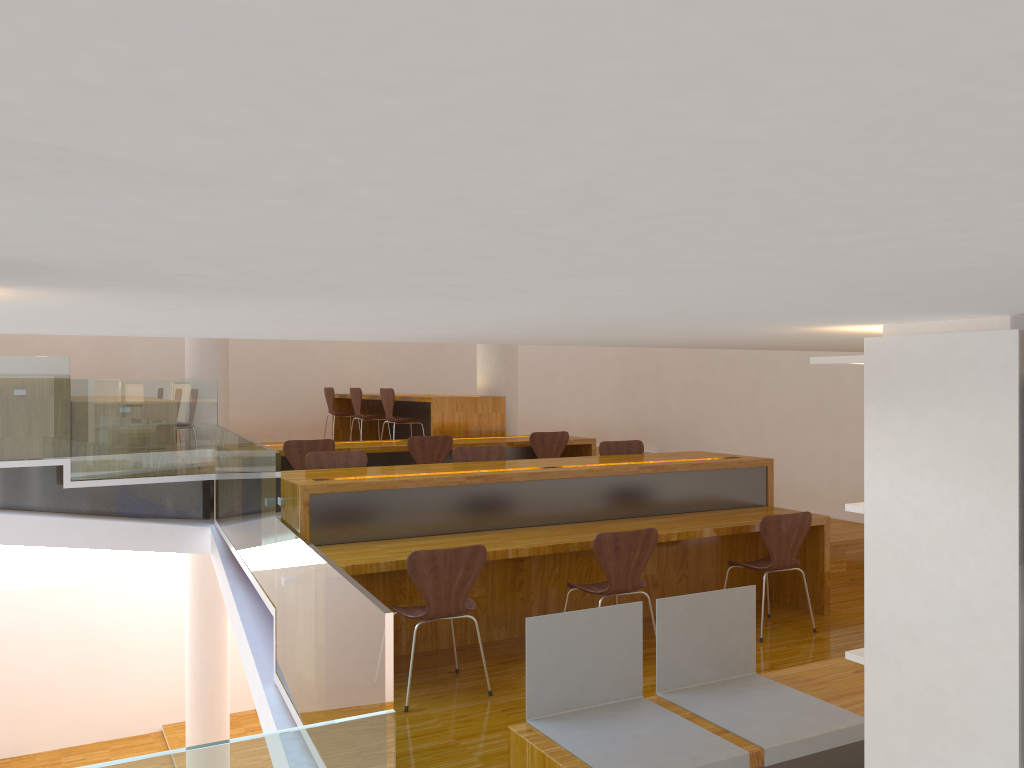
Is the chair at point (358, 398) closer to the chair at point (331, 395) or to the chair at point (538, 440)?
the chair at point (331, 395)

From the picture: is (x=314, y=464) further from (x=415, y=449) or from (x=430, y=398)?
(x=430, y=398)

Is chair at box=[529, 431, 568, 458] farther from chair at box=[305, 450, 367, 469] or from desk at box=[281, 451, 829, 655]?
chair at box=[305, 450, 367, 469]

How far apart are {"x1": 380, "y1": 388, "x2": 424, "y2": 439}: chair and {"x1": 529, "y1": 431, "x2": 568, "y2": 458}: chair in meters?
1.6 m

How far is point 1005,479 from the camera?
1.6 meters

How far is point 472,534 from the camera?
4.80m

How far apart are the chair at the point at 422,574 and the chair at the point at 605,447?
2.3 meters

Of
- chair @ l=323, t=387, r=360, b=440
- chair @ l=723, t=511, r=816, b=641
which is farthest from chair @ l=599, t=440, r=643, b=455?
chair @ l=323, t=387, r=360, b=440

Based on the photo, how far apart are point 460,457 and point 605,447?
1.1m

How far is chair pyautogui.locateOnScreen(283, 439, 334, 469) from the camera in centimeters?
651cm
